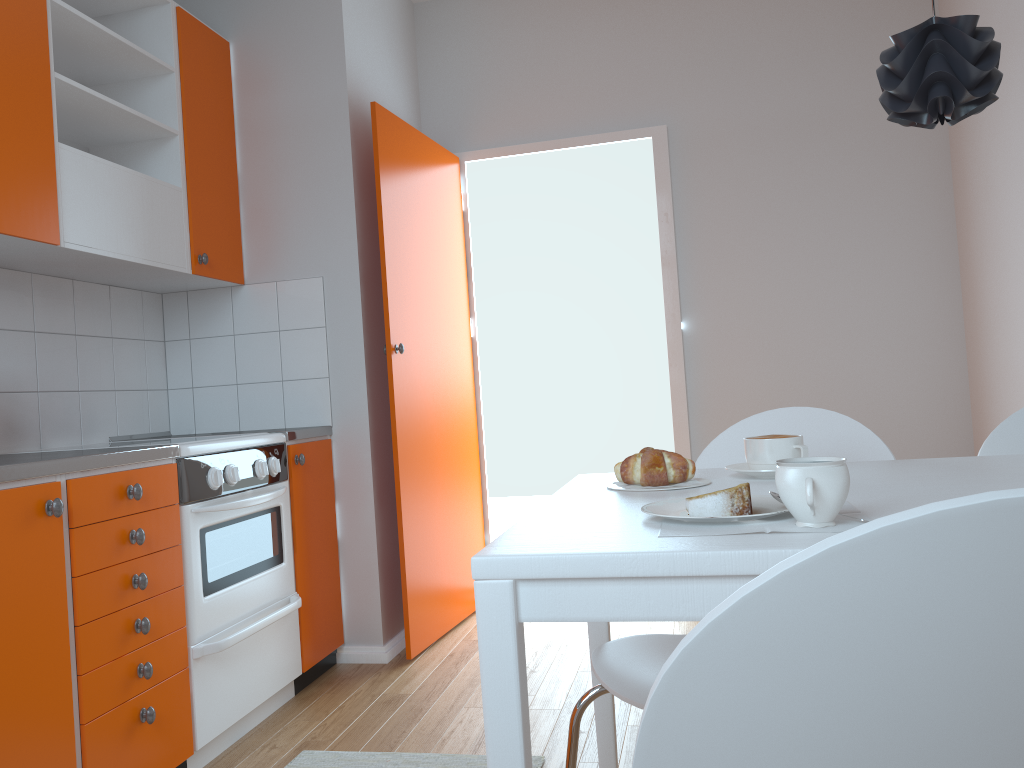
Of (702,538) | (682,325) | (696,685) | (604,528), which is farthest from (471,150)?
(696,685)

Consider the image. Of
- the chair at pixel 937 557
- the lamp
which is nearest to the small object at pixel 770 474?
the lamp

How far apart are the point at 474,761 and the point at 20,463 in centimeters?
130cm

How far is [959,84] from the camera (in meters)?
1.29

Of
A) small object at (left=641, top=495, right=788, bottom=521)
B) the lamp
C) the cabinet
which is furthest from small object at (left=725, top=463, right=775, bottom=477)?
the cabinet

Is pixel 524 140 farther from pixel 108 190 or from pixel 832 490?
pixel 832 490

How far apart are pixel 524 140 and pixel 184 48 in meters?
1.5

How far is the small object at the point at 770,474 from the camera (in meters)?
1.42

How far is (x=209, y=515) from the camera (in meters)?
2.40

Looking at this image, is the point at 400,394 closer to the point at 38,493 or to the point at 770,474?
the point at 38,493
